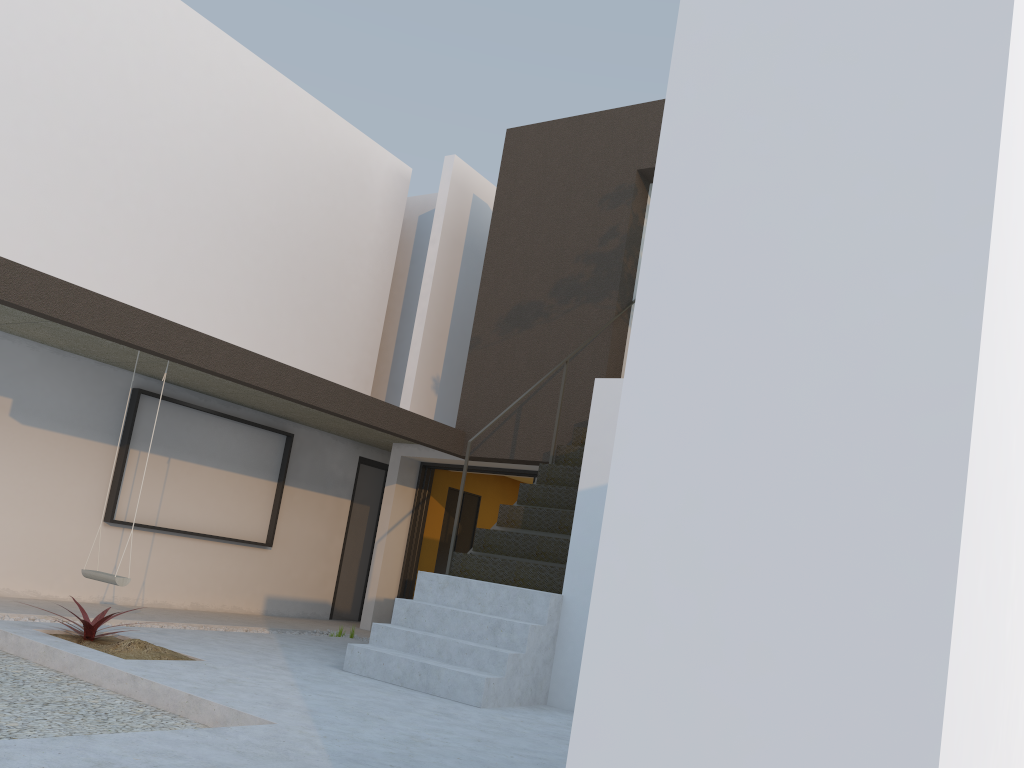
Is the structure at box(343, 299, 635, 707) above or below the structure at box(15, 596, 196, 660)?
above

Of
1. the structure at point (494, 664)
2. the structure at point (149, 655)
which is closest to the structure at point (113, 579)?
the structure at point (149, 655)

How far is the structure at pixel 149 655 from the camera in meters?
5.1 m

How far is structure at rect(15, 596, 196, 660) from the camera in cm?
509

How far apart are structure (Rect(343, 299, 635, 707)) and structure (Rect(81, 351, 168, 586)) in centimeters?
193cm

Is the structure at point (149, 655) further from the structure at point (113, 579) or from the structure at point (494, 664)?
the structure at point (494, 664)

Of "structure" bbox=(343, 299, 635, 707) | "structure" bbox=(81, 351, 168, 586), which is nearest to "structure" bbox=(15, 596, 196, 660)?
"structure" bbox=(81, 351, 168, 586)

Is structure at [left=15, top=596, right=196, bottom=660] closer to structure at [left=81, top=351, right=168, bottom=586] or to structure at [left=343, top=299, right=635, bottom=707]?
A: structure at [left=81, top=351, right=168, bottom=586]

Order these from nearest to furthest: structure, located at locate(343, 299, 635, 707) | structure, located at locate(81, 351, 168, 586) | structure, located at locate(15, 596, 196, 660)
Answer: structure, located at locate(15, 596, 196, 660) < structure, located at locate(343, 299, 635, 707) < structure, located at locate(81, 351, 168, 586)

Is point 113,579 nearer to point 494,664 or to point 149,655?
point 149,655
